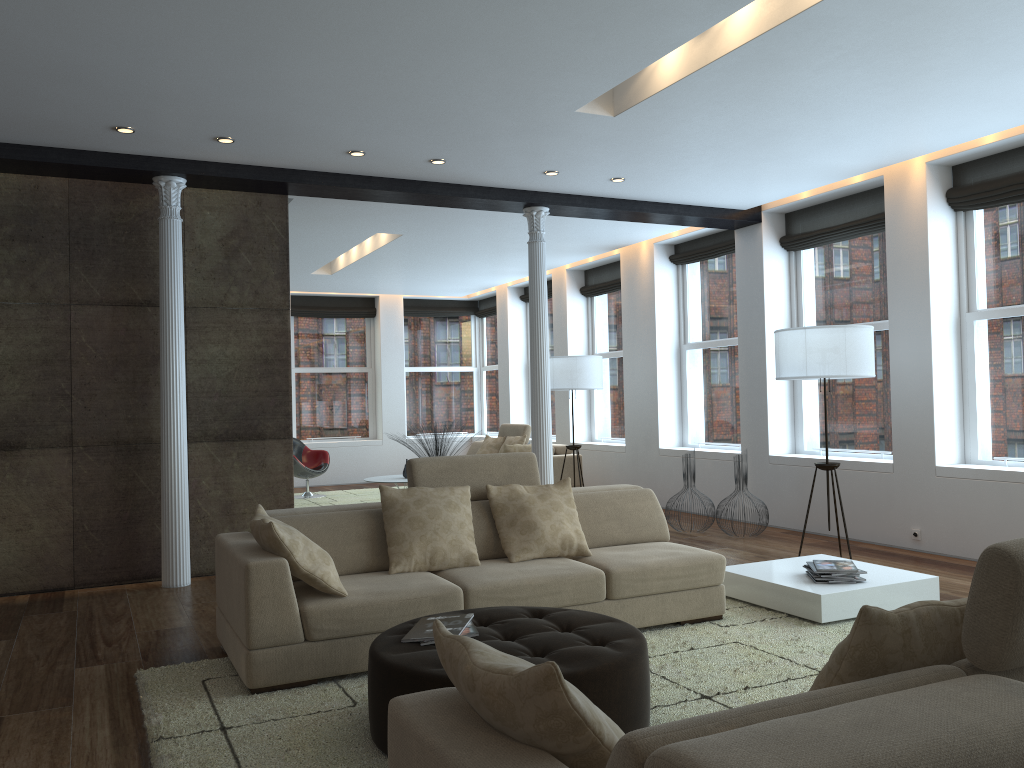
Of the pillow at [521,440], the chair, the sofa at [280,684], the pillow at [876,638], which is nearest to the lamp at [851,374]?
the sofa at [280,684]

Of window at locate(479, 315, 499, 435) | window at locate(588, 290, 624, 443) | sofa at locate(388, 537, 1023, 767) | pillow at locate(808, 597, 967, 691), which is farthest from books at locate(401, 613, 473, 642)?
window at locate(479, 315, 499, 435)

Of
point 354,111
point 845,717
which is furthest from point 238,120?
point 845,717

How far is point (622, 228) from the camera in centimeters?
913cm

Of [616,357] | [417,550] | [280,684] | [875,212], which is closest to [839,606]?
[417,550]

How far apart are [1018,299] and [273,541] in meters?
5.6

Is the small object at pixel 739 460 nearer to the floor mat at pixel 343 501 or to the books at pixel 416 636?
the books at pixel 416 636

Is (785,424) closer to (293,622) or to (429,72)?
(429,72)

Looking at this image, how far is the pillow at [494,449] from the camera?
11.75m

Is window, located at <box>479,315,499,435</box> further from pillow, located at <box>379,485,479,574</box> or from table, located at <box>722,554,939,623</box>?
pillow, located at <box>379,485,479,574</box>
